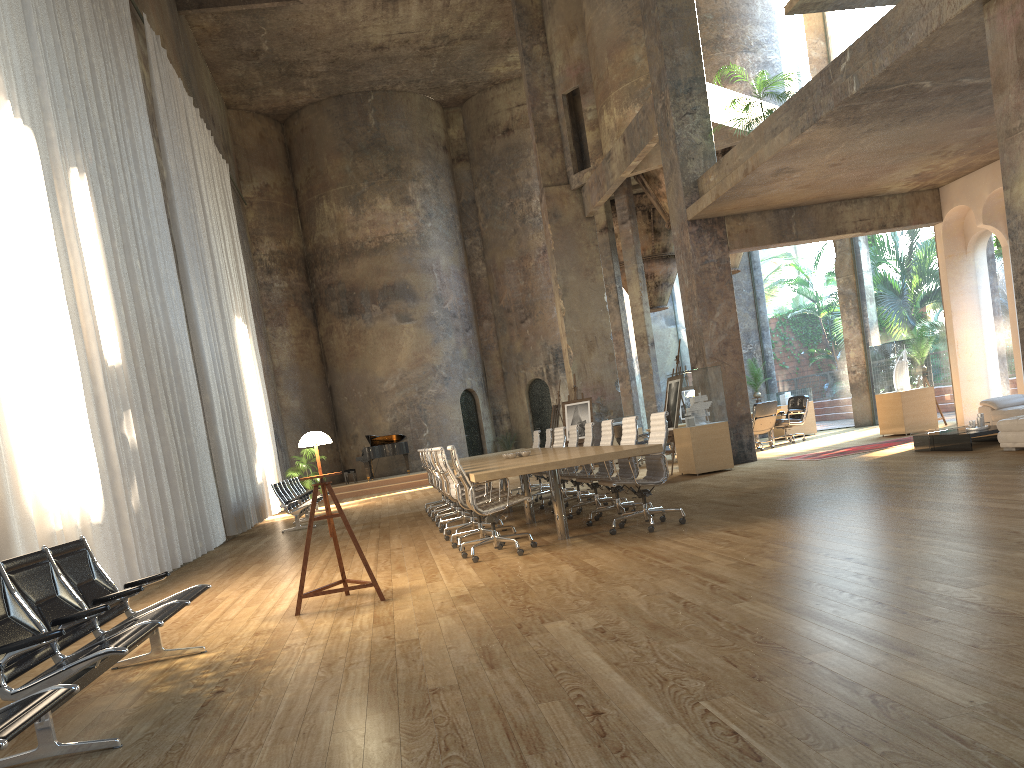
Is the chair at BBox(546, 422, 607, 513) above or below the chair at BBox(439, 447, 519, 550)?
above

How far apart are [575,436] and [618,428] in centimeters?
545cm

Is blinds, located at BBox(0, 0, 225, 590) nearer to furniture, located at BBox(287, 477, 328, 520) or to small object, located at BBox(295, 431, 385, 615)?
small object, located at BBox(295, 431, 385, 615)

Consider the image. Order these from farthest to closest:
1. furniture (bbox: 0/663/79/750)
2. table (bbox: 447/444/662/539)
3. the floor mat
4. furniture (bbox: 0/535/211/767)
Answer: the floor mat
table (bbox: 447/444/662/539)
furniture (bbox: 0/535/211/767)
furniture (bbox: 0/663/79/750)

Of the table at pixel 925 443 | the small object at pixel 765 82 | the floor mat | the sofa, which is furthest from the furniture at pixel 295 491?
the sofa

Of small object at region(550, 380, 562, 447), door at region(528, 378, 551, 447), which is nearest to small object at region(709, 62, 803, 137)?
small object at region(550, 380, 562, 447)

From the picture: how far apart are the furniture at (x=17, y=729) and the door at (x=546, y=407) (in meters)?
25.00

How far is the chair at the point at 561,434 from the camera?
12.41m

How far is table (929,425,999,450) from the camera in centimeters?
1030cm

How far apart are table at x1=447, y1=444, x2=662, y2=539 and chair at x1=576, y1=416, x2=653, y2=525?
0.4m
